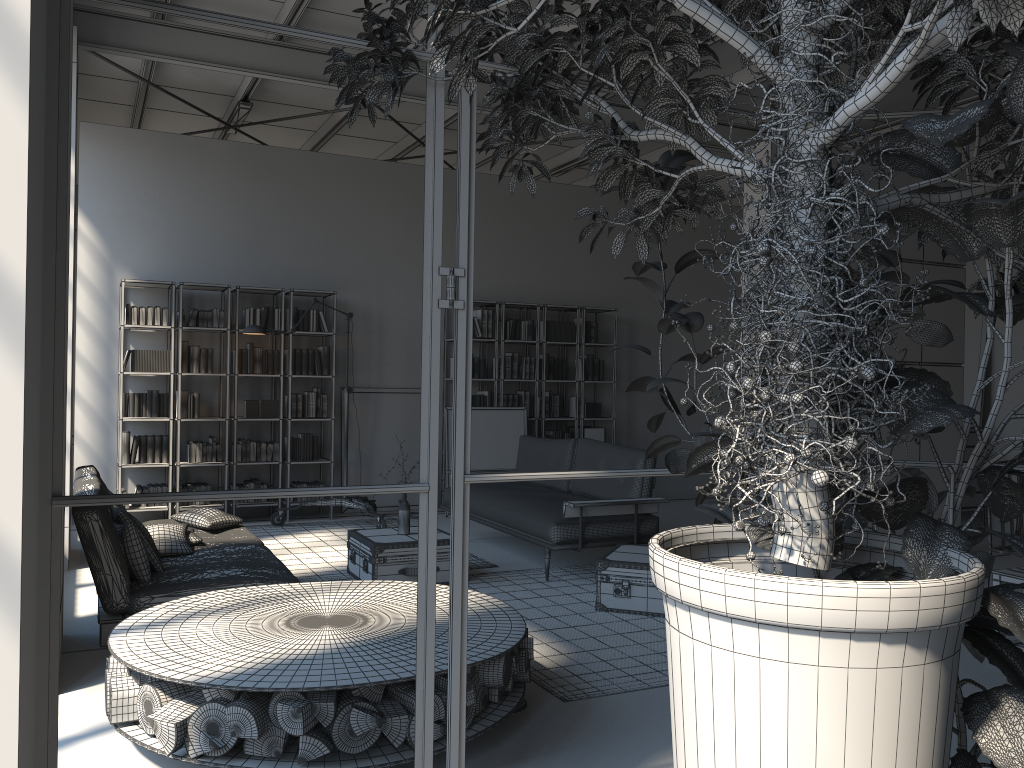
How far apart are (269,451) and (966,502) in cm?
688

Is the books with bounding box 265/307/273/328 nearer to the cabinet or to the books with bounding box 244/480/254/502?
the books with bounding box 244/480/254/502

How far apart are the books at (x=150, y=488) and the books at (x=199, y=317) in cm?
159

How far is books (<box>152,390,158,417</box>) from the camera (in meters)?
8.26

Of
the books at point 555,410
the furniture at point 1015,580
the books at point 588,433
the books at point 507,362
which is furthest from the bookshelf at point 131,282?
the furniture at point 1015,580

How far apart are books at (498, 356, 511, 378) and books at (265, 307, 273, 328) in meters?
2.6 m

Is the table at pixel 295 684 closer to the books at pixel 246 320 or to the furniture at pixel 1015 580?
the furniture at pixel 1015 580

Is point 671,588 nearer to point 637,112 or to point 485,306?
point 637,112

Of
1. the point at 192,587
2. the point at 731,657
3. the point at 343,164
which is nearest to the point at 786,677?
the point at 731,657

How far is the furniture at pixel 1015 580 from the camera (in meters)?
4.41
